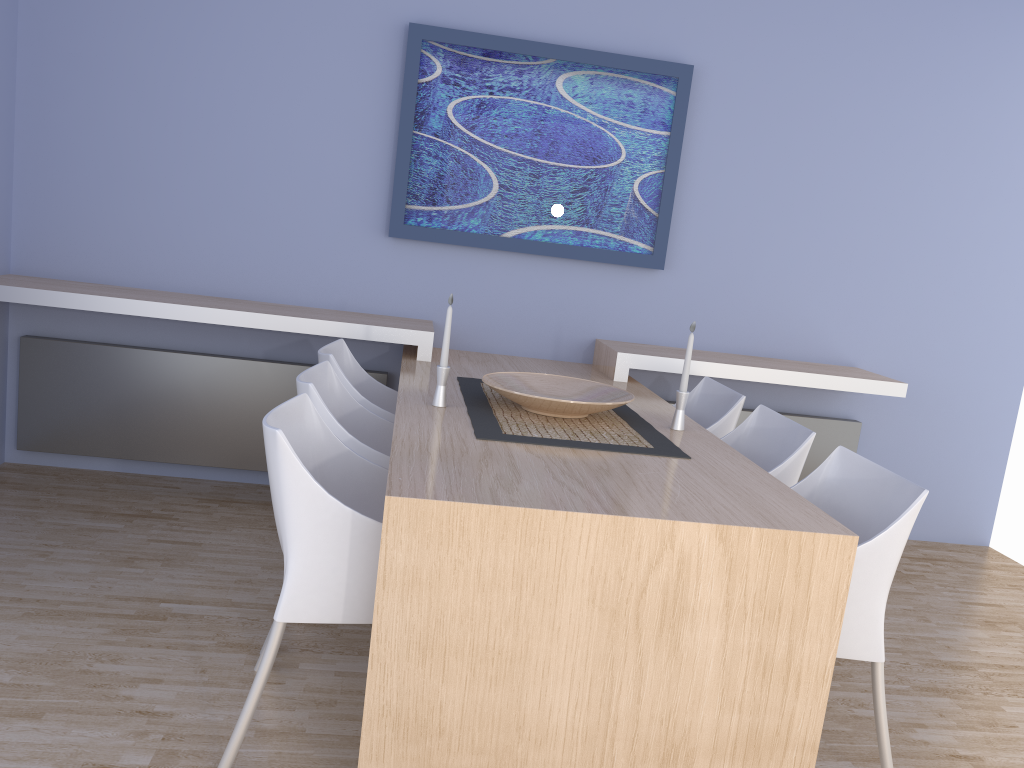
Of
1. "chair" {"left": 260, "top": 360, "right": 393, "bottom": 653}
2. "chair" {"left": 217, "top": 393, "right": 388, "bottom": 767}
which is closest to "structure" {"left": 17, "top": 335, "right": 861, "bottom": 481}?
"chair" {"left": 260, "top": 360, "right": 393, "bottom": 653}

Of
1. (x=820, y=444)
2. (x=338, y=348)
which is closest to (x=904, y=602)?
(x=820, y=444)

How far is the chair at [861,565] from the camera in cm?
207

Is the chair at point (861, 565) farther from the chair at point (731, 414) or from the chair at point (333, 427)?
the chair at point (333, 427)

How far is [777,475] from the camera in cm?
265

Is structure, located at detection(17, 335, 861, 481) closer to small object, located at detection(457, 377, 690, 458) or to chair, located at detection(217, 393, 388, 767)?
small object, located at detection(457, 377, 690, 458)

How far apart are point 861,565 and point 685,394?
0.9 meters

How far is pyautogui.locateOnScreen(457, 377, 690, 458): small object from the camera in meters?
2.4 m

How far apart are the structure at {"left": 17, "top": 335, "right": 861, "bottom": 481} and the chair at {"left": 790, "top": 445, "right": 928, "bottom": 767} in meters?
1.7 m

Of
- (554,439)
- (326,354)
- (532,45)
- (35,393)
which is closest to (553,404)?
(554,439)
